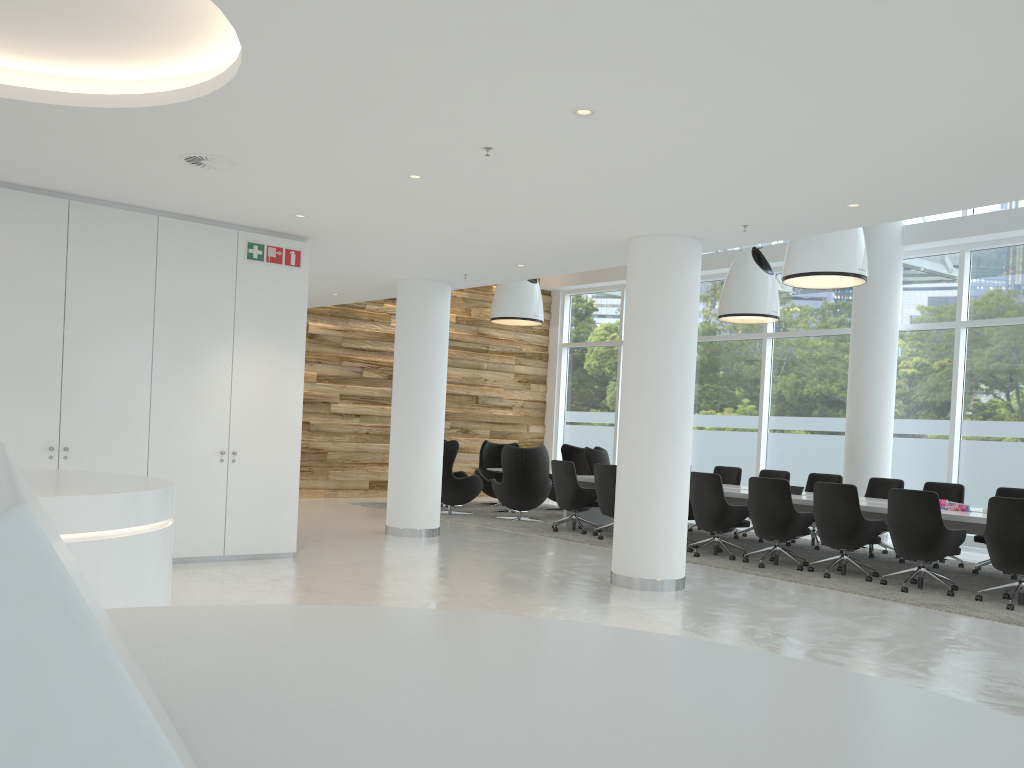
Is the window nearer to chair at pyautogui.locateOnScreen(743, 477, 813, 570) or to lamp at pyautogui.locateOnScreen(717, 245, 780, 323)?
lamp at pyautogui.locateOnScreen(717, 245, 780, 323)

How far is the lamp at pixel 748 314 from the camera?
12.28m

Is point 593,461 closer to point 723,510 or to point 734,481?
point 734,481

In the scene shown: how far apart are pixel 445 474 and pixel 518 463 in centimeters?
118cm

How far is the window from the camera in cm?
1230

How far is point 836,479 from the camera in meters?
11.6

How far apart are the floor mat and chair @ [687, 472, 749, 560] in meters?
0.1

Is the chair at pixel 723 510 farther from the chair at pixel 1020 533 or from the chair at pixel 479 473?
the chair at pixel 479 473

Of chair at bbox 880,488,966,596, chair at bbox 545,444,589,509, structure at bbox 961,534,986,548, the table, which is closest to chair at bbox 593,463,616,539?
the table

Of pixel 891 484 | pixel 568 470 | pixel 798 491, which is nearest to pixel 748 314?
pixel 798 491
